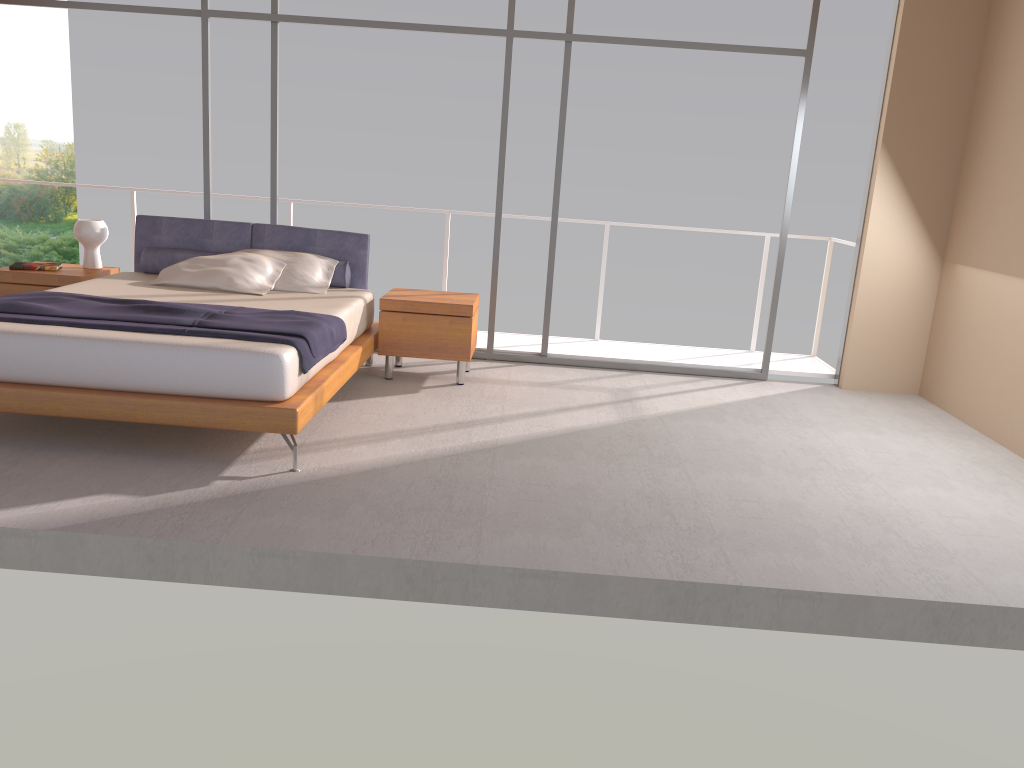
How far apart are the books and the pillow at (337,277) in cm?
57

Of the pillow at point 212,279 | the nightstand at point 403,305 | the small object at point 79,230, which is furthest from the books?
the nightstand at point 403,305

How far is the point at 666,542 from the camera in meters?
3.7

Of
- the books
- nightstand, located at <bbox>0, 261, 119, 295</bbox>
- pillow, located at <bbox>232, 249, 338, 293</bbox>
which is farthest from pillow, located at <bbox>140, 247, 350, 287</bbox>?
the books

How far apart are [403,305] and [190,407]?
2.0 meters

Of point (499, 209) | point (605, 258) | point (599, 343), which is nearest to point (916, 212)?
point (605, 258)

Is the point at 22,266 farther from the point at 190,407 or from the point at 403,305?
the point at 190,407

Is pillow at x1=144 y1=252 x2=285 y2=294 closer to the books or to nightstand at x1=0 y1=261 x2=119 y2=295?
nightstand at x1=0 y1=261 x2=119 y2=295

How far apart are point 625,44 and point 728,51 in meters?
0.7 m

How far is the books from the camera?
6.03m
